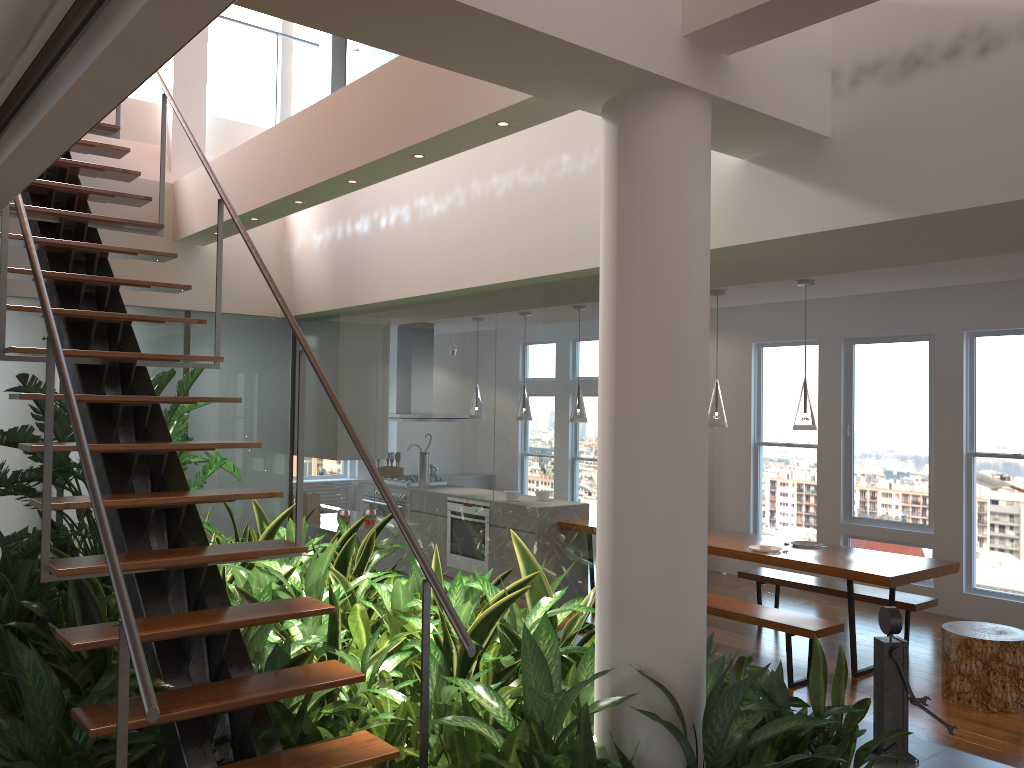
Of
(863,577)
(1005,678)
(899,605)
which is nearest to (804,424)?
(863,577)

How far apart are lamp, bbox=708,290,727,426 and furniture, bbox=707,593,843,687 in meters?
1.2

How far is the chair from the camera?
4.9 meters

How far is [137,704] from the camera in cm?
237

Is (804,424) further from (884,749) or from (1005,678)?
(884,749)

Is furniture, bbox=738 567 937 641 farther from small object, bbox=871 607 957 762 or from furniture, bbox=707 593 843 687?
small object, bbox=871 607 957 762

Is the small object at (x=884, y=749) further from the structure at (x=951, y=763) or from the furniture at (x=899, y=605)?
the furniture at (x=899, y=605)

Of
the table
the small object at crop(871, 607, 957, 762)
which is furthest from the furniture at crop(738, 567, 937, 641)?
the small object at crop(871, 607, 957, 762)

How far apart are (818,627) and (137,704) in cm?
406

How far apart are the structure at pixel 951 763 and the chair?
1.8 meters
